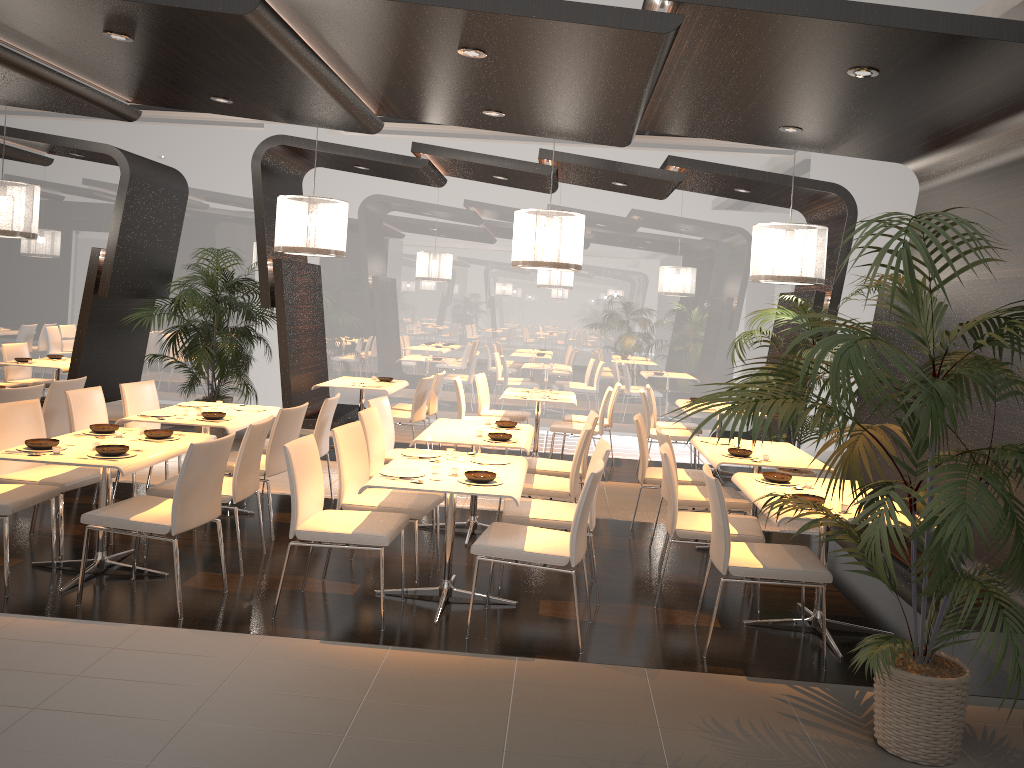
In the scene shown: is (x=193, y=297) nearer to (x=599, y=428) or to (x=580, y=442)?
(x=599, y=428)

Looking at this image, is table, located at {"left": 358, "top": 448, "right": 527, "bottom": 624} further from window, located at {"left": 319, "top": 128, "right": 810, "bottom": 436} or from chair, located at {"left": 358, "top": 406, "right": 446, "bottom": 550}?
window, located at {"left": 319, "top": 128, "right": 810, "bottom": 436}

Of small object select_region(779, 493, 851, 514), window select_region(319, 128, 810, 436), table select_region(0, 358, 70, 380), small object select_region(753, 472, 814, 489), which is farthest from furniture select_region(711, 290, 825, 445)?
table select_region(0, 358, 70, 380)

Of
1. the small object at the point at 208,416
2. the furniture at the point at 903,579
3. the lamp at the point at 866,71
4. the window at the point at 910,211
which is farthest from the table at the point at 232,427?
the window at the point at 910,211

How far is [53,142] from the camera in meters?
8.8 m

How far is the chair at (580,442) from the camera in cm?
582

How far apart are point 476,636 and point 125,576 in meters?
2.1 m

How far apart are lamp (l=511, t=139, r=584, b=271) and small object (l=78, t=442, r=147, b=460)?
3.8m

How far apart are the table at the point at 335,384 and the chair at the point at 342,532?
4.1 meters

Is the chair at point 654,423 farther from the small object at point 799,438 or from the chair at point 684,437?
the small object at point 799,438
